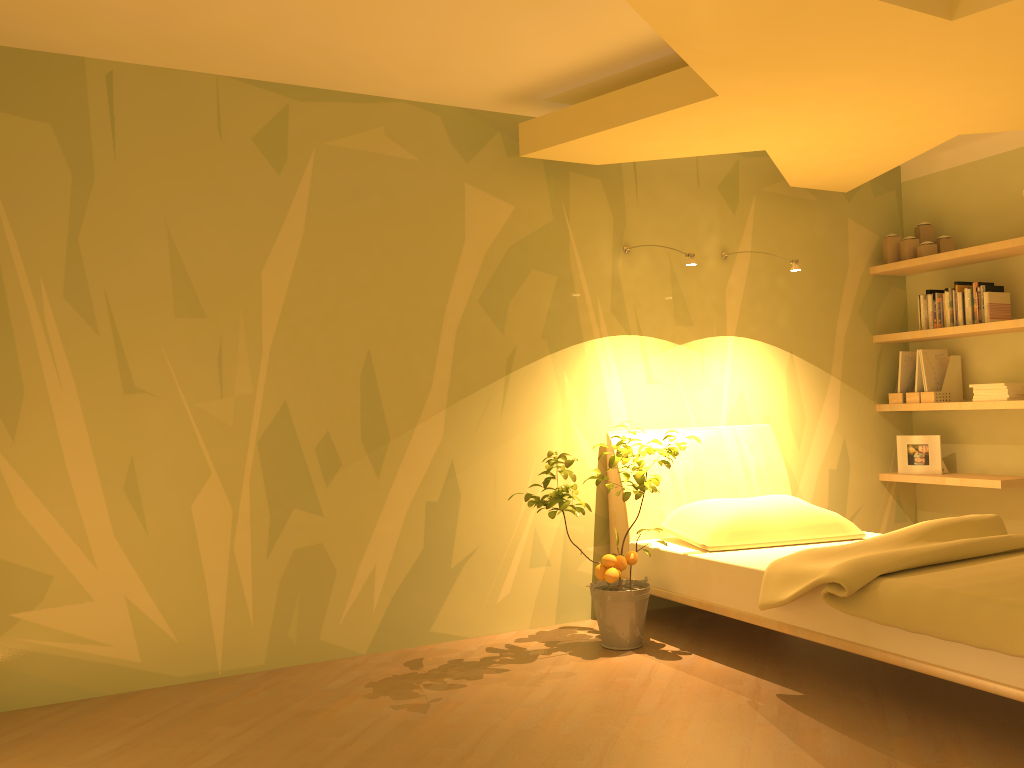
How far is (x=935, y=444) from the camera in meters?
4.9

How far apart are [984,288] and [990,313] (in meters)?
0.14

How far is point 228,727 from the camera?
2.9m

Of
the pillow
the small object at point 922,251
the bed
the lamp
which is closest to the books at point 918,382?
the small object at point 922,251

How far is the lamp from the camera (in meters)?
3.94

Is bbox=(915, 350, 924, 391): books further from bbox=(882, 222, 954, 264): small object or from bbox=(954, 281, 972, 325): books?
bbox=(882, 222, 954, 264): small object

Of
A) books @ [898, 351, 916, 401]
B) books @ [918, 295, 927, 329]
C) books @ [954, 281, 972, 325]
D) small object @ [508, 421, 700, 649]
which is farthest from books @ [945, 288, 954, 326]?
small object @ [508, 421, 700, 649]

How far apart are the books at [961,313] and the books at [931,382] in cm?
→ 28

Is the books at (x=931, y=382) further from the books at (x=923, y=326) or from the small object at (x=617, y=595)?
the small object at (x=617, y=595)

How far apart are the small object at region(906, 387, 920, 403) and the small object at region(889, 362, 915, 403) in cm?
6
